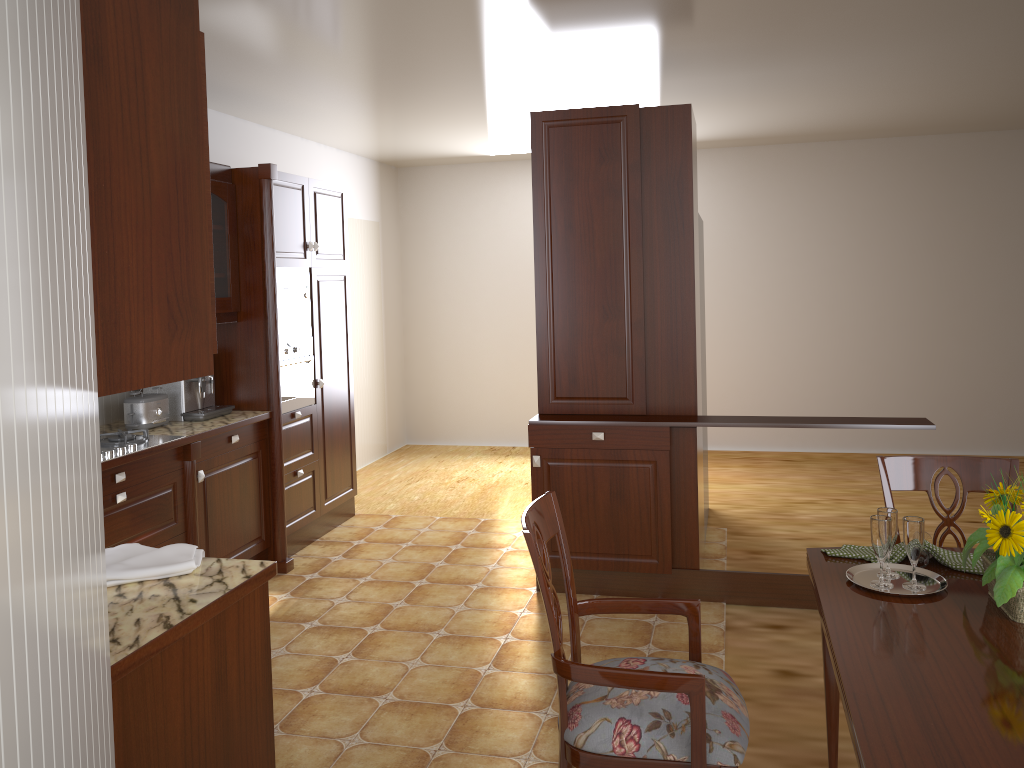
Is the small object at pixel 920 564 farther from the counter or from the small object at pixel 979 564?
the counter

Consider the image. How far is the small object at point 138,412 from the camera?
3.88m

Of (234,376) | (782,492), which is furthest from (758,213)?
(234,376)

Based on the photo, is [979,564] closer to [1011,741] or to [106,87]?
[1011,741]

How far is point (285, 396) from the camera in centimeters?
463cm

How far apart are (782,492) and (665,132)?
2.9 meters

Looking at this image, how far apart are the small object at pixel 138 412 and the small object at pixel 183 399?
0.07m

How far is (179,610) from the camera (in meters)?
1.74

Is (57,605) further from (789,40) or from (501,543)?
(501,543)

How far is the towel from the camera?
1.9 meters
